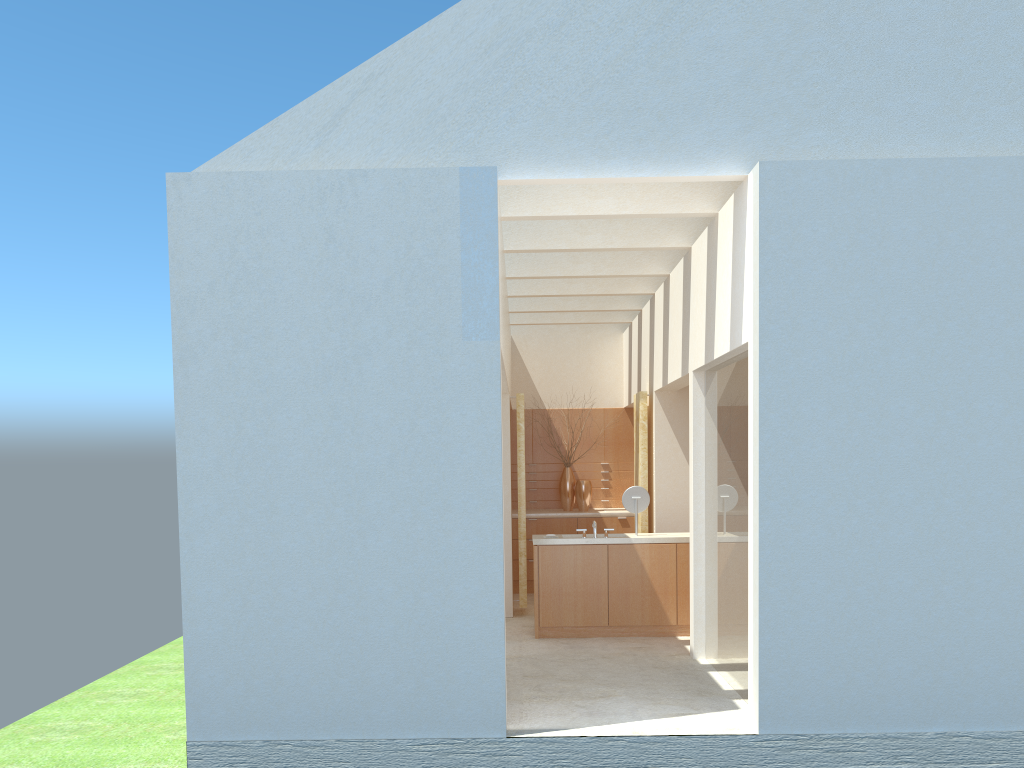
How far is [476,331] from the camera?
12.7m

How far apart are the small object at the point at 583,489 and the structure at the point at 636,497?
6.91m

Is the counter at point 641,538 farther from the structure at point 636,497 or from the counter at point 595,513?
the counter at point 595,513

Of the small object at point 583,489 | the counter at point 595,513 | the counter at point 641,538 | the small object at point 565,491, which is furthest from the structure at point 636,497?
the small object at point 565,491

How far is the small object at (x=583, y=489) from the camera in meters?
27.0

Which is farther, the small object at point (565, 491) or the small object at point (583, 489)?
the small object at point (565, 491)

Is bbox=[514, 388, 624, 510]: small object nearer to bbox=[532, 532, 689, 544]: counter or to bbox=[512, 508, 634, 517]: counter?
bbox=[512, 508, 634, 517]: counter

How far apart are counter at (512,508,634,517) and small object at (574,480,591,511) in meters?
0.2

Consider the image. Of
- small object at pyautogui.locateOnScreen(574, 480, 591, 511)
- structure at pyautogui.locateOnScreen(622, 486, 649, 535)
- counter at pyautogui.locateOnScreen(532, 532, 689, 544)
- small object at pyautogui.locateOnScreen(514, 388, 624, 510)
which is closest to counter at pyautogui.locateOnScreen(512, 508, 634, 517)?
small object at pyautogui.locateOnScreen(574, 480, 591, 511)

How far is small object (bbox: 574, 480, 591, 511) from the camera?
27.0m
